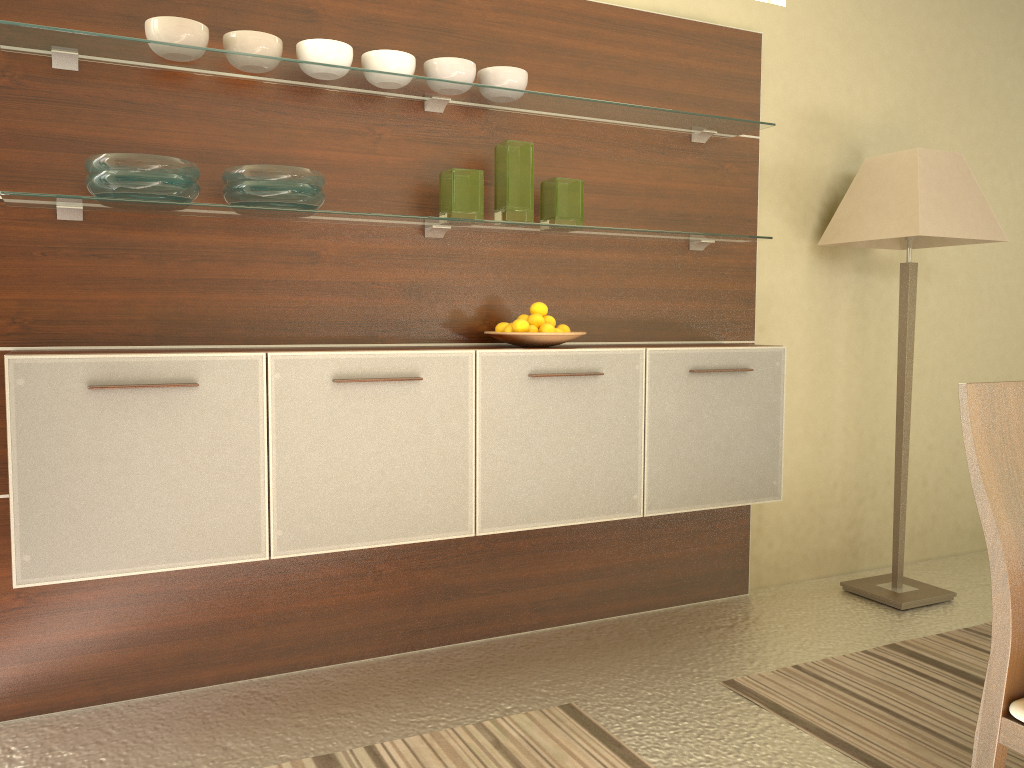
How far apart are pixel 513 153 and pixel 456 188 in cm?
23

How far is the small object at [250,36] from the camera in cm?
245

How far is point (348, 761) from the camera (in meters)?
2.26

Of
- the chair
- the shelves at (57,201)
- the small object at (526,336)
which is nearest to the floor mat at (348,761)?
the chair

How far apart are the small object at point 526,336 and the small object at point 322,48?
0.9 meters

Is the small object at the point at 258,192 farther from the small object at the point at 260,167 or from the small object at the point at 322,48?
the small object at the point at 322,48

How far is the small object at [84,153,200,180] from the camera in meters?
2.2 m

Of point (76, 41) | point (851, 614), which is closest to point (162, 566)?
point (76, 41)

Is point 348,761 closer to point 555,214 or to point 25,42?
point 555,214

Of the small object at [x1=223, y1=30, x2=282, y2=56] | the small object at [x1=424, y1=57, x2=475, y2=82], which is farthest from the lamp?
the small object at [x1=223, y1=30, x2=282, y2=56]
